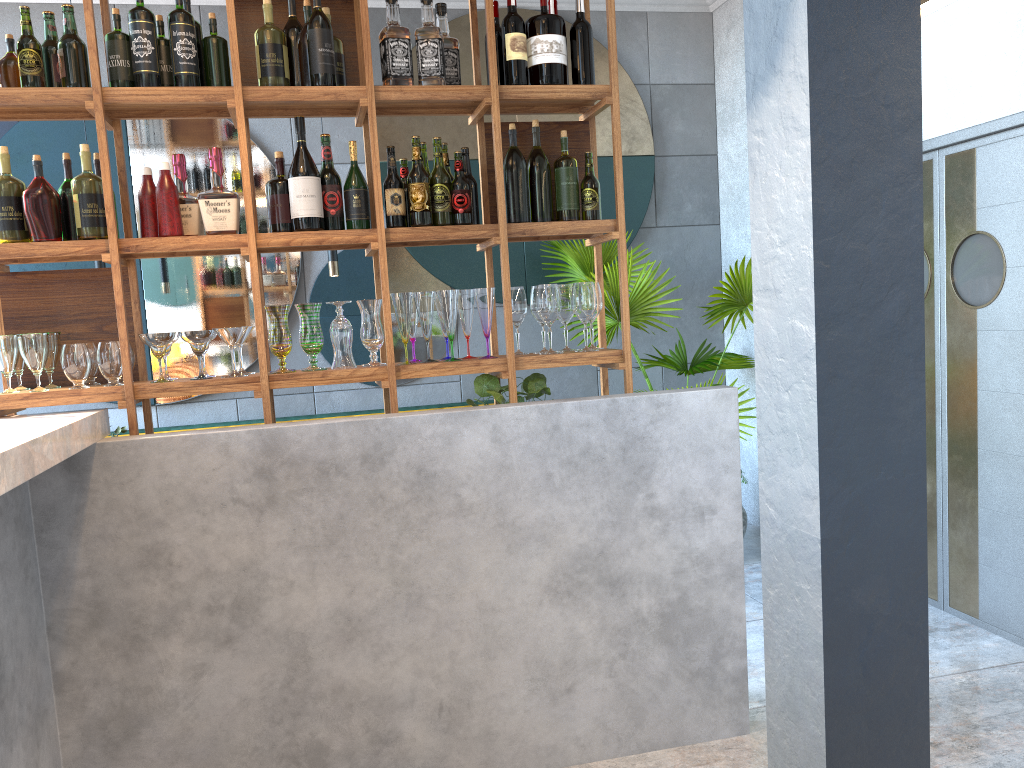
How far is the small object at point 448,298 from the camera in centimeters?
283cm

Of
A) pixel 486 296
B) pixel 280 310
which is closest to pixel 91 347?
pixel 280 310

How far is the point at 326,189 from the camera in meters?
2.8 m

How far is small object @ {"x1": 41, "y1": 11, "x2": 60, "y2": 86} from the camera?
2.6 meters

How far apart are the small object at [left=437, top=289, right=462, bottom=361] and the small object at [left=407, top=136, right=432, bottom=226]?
0.22m

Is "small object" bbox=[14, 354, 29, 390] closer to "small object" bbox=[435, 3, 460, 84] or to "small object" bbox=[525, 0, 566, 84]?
"small object" bbox=[435, 3, 460, 84]

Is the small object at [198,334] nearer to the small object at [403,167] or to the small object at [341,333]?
the small object at [341,333]

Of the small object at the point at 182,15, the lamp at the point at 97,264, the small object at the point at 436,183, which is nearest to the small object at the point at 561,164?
the small object at the point at 436,183

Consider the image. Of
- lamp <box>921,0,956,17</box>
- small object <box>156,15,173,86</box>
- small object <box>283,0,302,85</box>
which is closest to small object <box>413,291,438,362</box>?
small object <box>283,0,302,85</box>

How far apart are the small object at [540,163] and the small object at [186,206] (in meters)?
1.06
